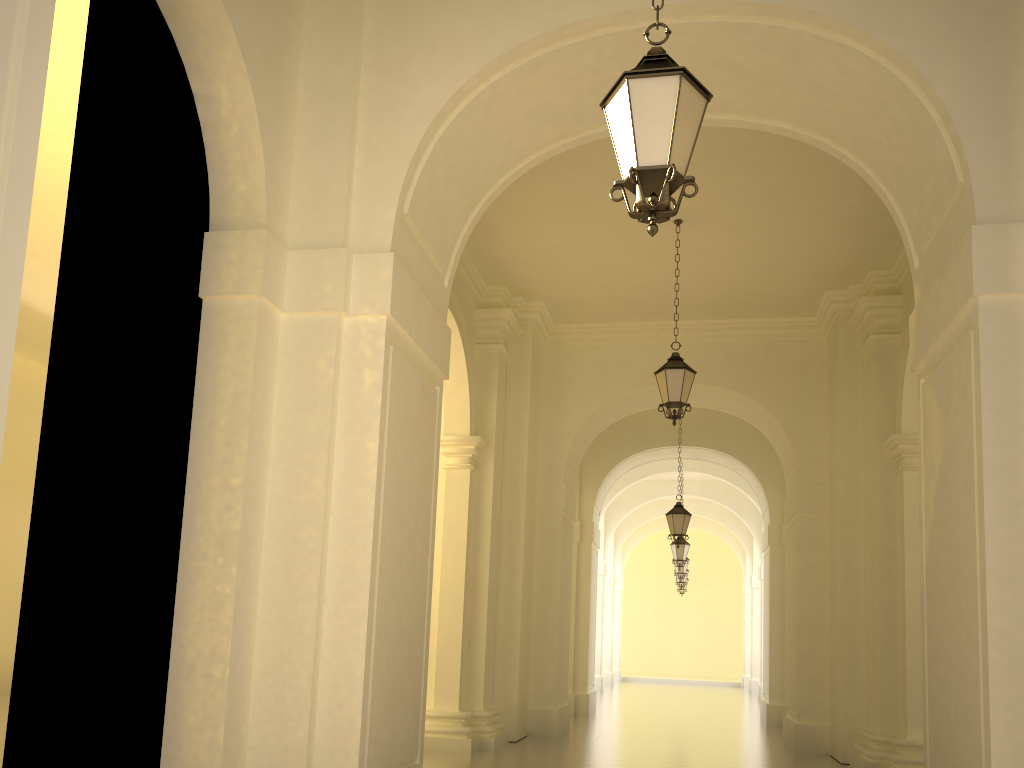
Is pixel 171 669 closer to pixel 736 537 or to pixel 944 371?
pixel 944 371

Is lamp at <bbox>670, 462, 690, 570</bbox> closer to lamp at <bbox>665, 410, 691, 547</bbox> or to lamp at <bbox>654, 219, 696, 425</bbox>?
lamp at <bbox>665, 410, 691, 547</bbox>

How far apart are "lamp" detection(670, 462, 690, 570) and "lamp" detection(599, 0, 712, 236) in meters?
17.7 m

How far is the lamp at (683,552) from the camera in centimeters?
2092cm

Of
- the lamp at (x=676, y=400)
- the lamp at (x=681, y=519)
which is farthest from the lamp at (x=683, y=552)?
the lamp at (x=676, y=400)

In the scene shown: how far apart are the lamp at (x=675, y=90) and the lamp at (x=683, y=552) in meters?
17.7 m

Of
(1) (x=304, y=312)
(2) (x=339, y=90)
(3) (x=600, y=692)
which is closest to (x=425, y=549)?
(1) (x=304, y=312)

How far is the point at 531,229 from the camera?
11.4 meters

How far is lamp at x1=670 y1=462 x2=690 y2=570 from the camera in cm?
2092

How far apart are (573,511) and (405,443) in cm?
908
